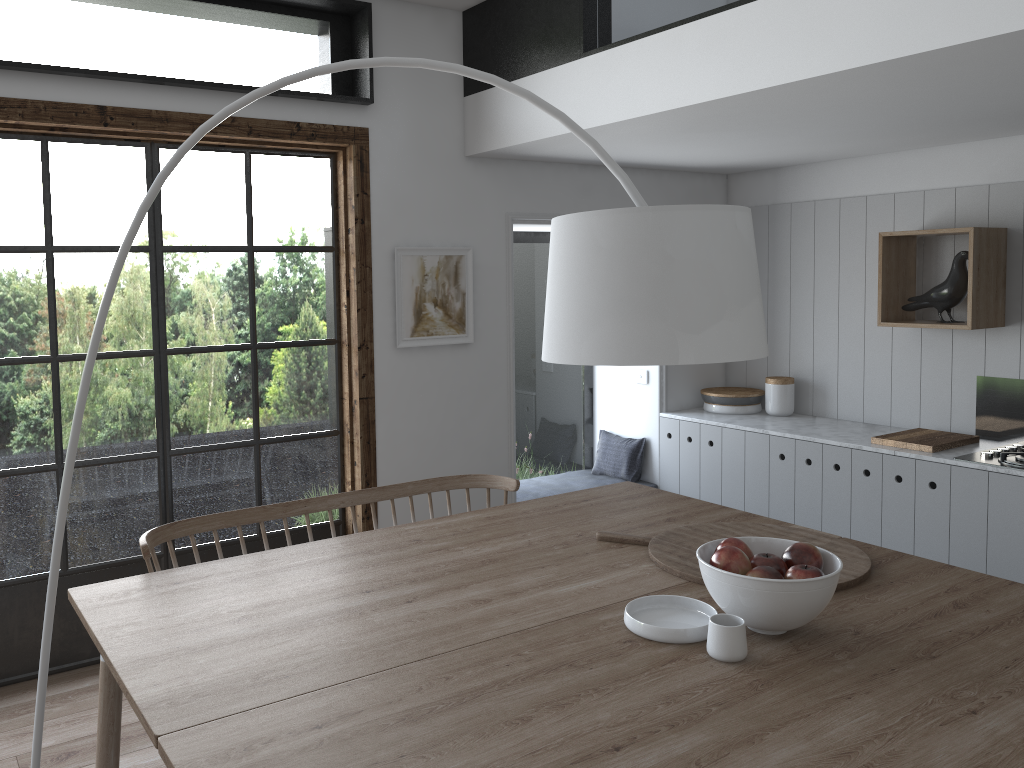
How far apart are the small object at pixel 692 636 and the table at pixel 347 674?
0.10m

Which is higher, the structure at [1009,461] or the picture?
the picture

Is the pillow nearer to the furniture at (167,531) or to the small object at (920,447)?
the small object at (920,447)

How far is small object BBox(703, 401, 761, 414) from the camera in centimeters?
511cm

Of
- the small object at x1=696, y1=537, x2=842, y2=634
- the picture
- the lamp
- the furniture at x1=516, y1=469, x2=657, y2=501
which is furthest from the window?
the small object at x1=696, y1=537, x2=842, y2=634

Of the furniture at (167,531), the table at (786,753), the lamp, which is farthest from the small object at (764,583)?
the furniture at (167,531)

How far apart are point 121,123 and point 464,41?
1.65m

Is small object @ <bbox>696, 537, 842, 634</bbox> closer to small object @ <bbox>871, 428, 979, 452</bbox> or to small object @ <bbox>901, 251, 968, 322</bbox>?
small object @ <bbox>871, 428, 979, 452</bbox>

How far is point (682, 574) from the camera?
2.4 meters

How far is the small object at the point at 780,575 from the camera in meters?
2.0
